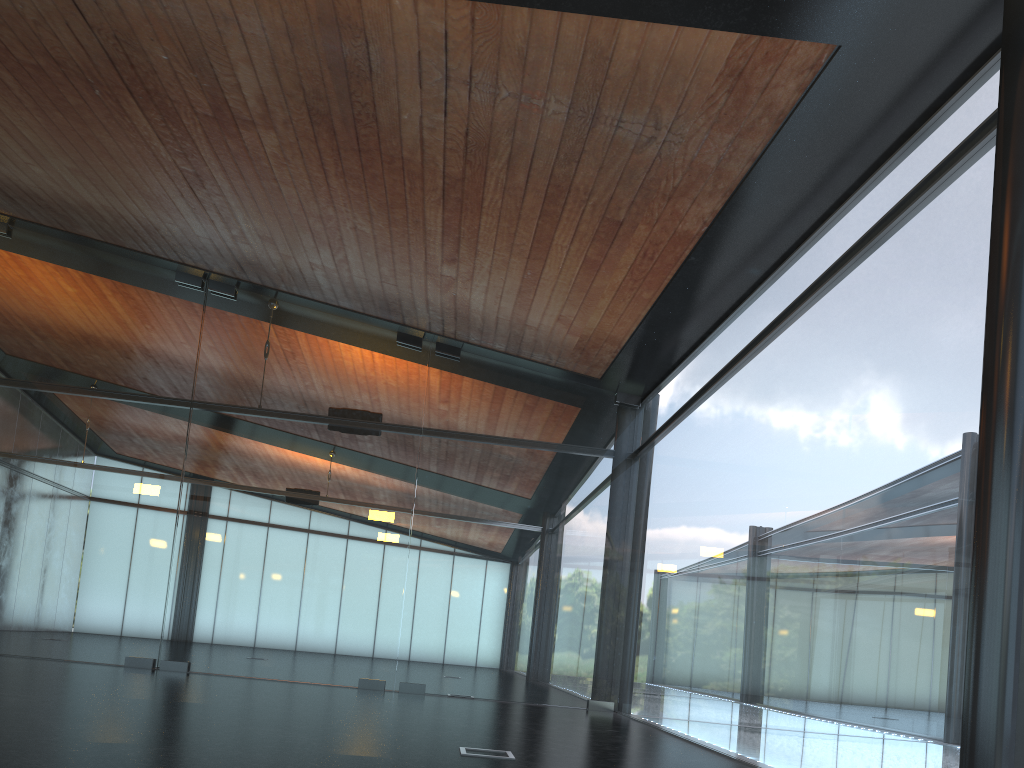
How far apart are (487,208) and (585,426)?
5.4 meters

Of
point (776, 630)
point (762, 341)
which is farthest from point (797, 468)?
point (762, 341)

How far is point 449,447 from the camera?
13.21m
